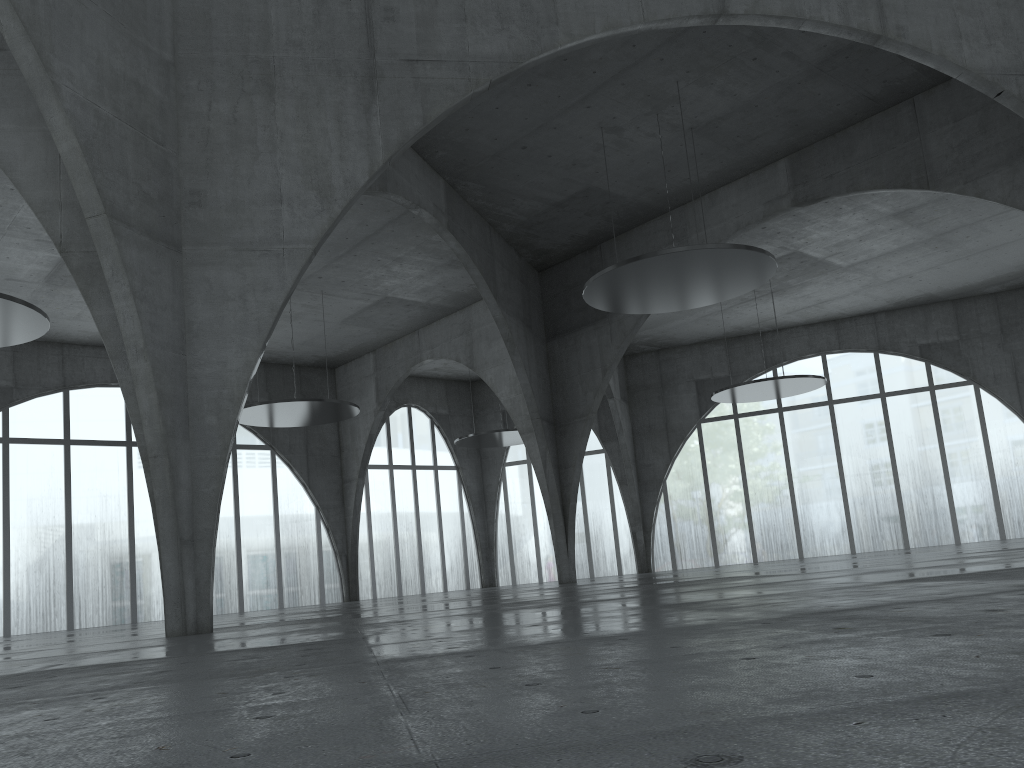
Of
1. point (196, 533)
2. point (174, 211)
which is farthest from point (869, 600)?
point (174, 211)
